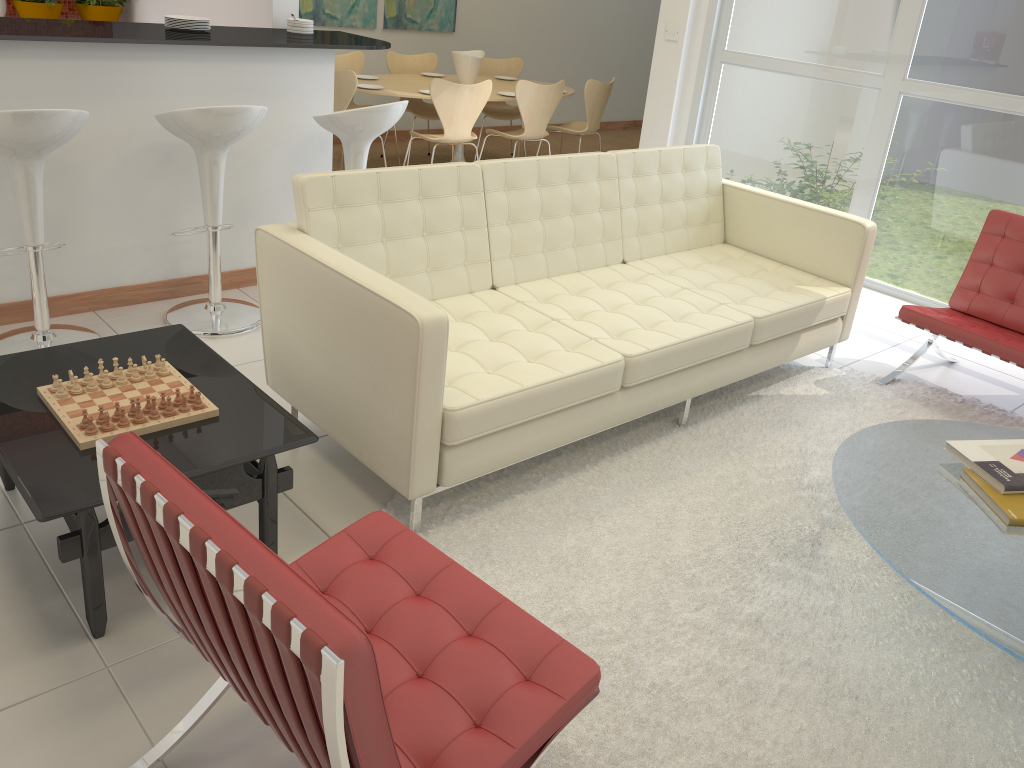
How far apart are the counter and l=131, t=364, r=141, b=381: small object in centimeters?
A: 172cm

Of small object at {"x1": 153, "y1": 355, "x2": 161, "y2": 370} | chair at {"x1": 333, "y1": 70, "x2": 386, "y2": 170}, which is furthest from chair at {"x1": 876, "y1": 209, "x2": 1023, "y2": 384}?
chair at {"x1": 333, "y1": 70, "x2": 386, "y2": 170}

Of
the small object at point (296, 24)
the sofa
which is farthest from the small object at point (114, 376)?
the small object at point (296, 24)

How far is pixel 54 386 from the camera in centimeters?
243cm

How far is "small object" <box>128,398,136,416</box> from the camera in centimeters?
235cm

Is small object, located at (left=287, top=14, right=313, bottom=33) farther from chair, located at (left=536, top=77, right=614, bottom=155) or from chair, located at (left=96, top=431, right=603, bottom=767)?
chair, located at (left=96, top=431, right=603, bottom=767)

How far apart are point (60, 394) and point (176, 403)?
0.31m

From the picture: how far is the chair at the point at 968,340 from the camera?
3.8 meters

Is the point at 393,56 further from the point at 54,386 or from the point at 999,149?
the point at 54,386

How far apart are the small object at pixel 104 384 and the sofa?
0.6m
